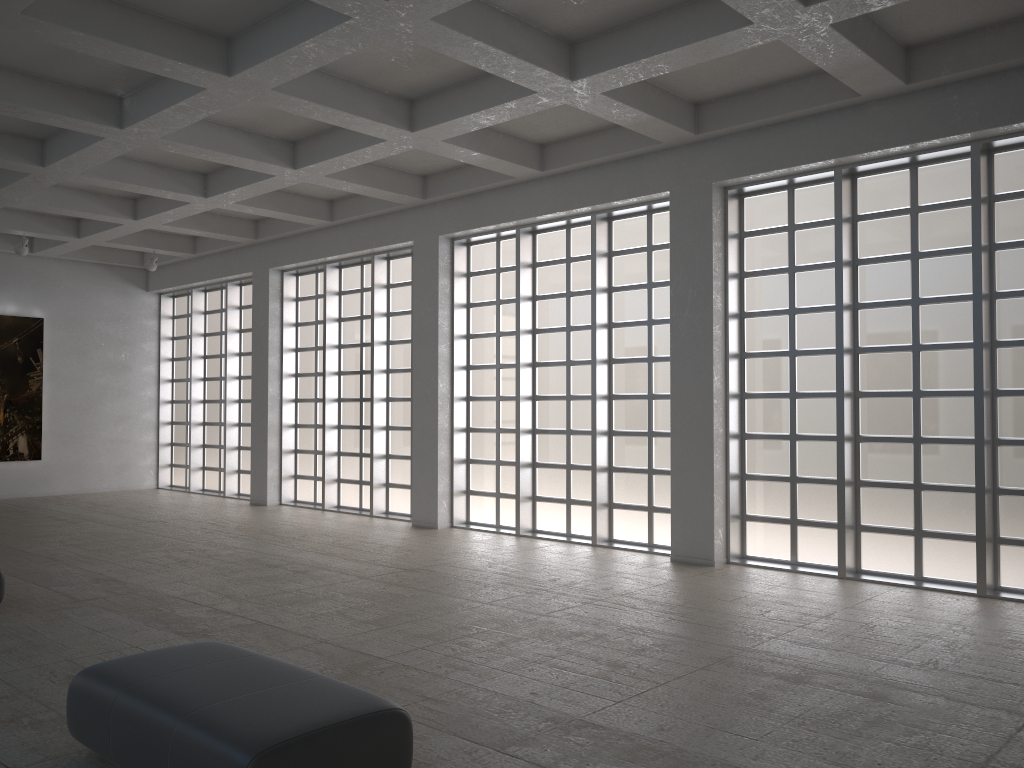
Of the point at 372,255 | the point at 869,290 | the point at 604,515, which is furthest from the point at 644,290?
the point at 372,255
